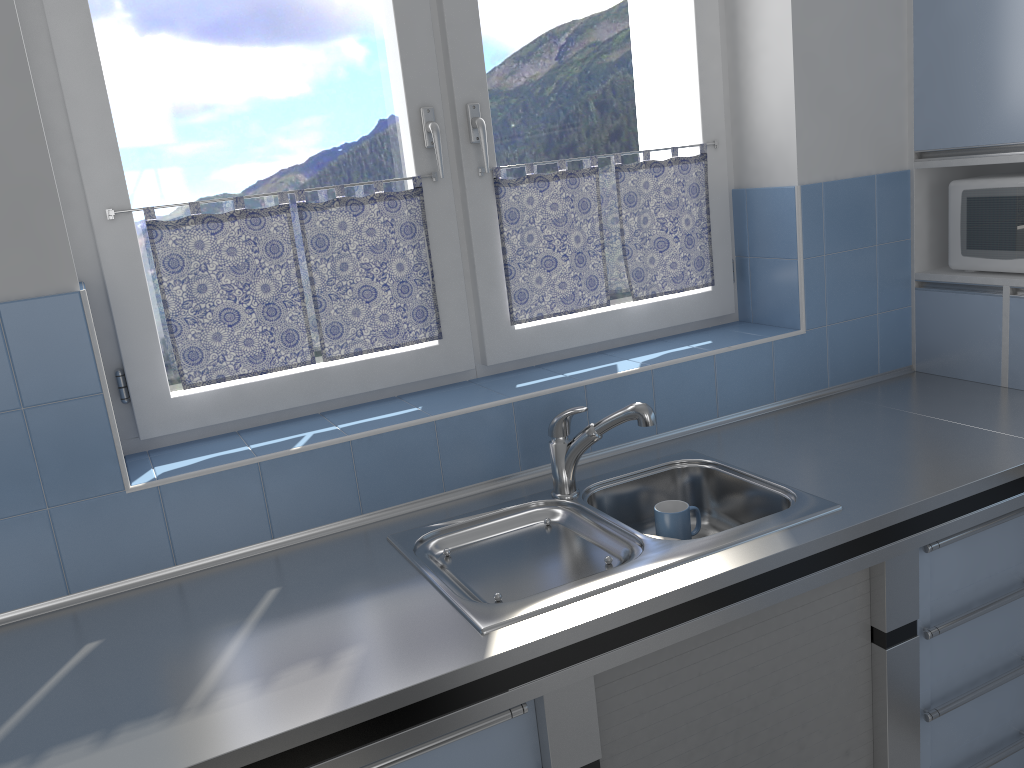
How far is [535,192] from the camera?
2.30m

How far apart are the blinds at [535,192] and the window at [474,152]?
0.02m

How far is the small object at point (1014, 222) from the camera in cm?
233

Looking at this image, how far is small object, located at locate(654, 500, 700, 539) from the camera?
2.0m

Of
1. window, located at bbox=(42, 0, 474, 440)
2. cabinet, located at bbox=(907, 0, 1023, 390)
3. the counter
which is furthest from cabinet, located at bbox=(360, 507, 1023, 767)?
window, located at bbox=(42, 0, 474, 440)

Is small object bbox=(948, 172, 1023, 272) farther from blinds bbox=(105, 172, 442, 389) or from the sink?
blinds bbox=(105, 172, 442, 389)

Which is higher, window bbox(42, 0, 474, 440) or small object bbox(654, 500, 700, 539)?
window bbox(42, 0, 474, 440)

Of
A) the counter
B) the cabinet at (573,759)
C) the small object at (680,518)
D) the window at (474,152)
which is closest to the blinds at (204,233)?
the window at (474,152)

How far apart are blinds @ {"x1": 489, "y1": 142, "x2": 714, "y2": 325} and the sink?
0.5 meters

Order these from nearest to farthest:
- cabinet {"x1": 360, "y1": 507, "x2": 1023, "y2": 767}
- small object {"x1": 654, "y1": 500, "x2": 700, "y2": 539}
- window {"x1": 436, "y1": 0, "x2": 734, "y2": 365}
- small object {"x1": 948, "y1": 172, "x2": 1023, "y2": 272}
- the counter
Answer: the counter
cabinet {"x1": 360, "y1": 507, "x2": 1023, "y2": 767}
small object {"x1": 654, "y1": 500, "x2": 700, "y2": 539}
window {"x1": 436, "y1": 0, "x2": 734, "y2": 365}
small object {"x1": 948, "y1": 172, "x2": 1023, "y2": 272}
